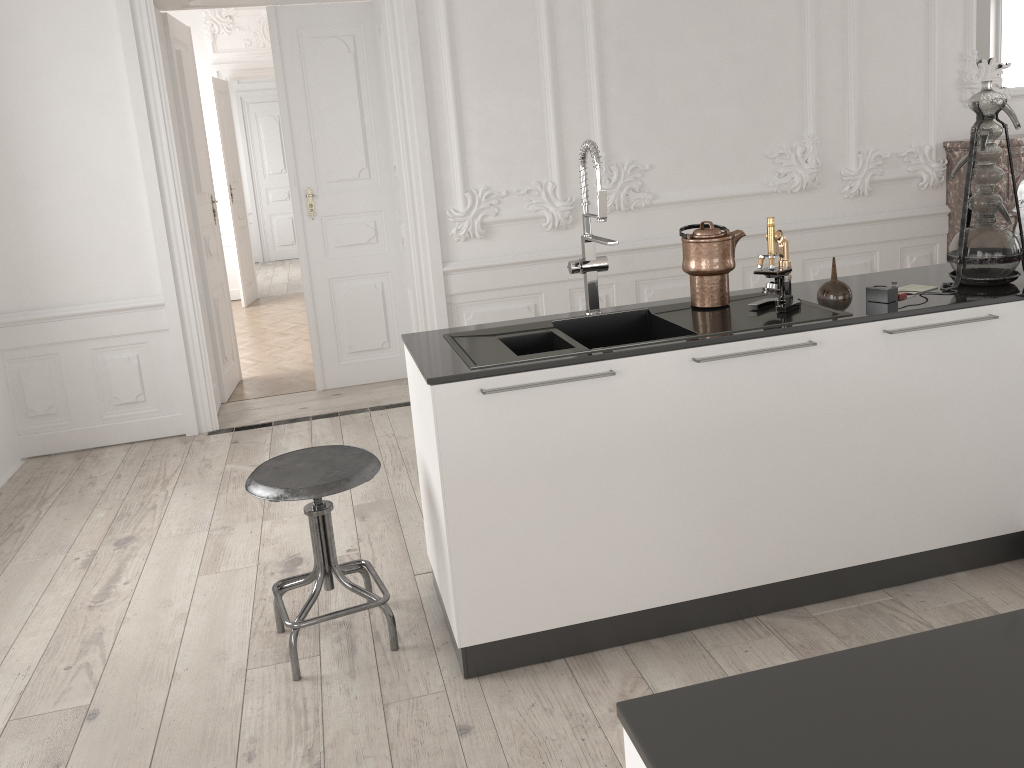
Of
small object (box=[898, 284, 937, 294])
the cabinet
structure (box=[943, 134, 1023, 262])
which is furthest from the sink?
structure (box=[943, 134, 1023, 262])

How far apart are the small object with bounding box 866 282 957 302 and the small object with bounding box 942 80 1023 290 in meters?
0.3

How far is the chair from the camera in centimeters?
253cm

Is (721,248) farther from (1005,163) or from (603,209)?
(1005,163)

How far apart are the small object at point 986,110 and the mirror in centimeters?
352cm

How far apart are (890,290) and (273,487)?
2.0m

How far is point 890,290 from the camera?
2.7 meters

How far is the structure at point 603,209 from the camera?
2.7 meters

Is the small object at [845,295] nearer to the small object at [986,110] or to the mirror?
the small object at [986,110]

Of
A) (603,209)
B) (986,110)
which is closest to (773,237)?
(603,209)
